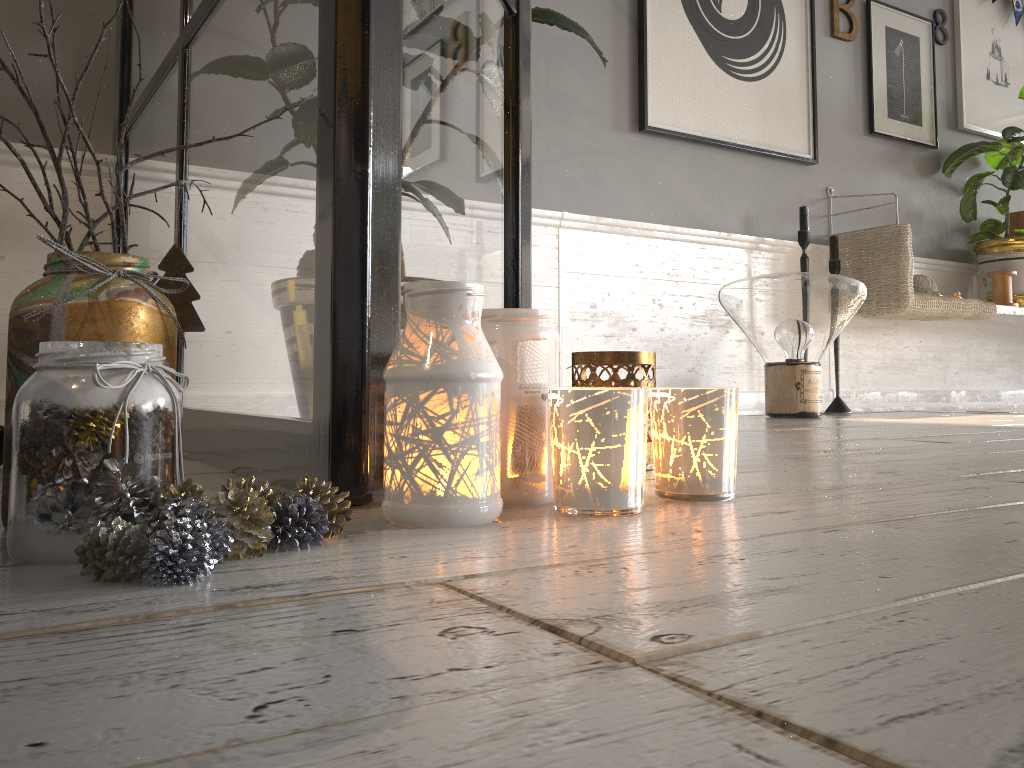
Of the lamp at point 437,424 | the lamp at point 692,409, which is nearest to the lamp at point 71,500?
the lamp at point 437,424

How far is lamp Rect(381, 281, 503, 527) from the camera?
0.63m

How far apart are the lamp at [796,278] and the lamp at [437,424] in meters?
2.0 m

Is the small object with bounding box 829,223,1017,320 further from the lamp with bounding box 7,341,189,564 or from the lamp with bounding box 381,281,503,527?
the lamp with bounding box 7,341,189,564

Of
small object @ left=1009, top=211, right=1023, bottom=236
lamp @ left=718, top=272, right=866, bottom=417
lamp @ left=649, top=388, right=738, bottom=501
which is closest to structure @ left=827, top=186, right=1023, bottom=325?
small object @ left=1009, top=211, right=1023, bottom=236

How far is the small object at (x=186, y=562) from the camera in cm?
45

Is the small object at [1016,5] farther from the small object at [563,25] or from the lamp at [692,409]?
the lamp at [692,409]

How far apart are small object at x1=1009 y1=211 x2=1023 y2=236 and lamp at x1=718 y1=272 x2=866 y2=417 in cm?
160

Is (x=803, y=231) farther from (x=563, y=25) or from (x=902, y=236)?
(x=563, y=25)

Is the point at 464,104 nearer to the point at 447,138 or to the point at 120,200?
the point at 447,138
